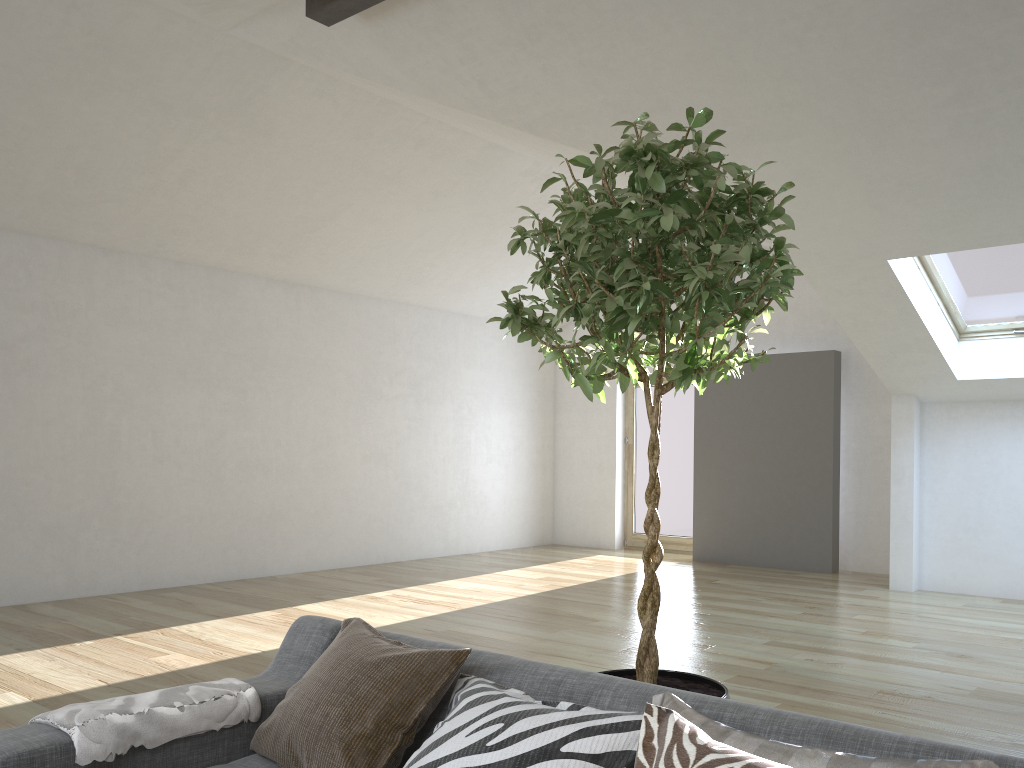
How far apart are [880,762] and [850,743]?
0.2 meters

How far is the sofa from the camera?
1.5 meters

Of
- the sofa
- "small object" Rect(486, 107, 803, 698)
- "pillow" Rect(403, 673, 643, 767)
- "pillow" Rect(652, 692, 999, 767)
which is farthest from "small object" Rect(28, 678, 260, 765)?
"pillow" Rect(652, 692, 999, 767)

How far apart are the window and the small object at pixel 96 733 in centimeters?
568cm

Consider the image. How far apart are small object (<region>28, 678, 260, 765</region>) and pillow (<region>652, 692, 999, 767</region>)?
1.1 meters

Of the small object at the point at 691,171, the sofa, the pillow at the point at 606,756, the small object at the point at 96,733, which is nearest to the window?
the small object at the point at 691,171

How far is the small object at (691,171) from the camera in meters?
2.0

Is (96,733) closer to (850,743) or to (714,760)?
(714,760)

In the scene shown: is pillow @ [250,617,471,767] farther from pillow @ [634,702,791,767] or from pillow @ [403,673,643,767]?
pillow @ [634,702,791,767]

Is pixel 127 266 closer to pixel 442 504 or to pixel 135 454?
pixel 135 454
